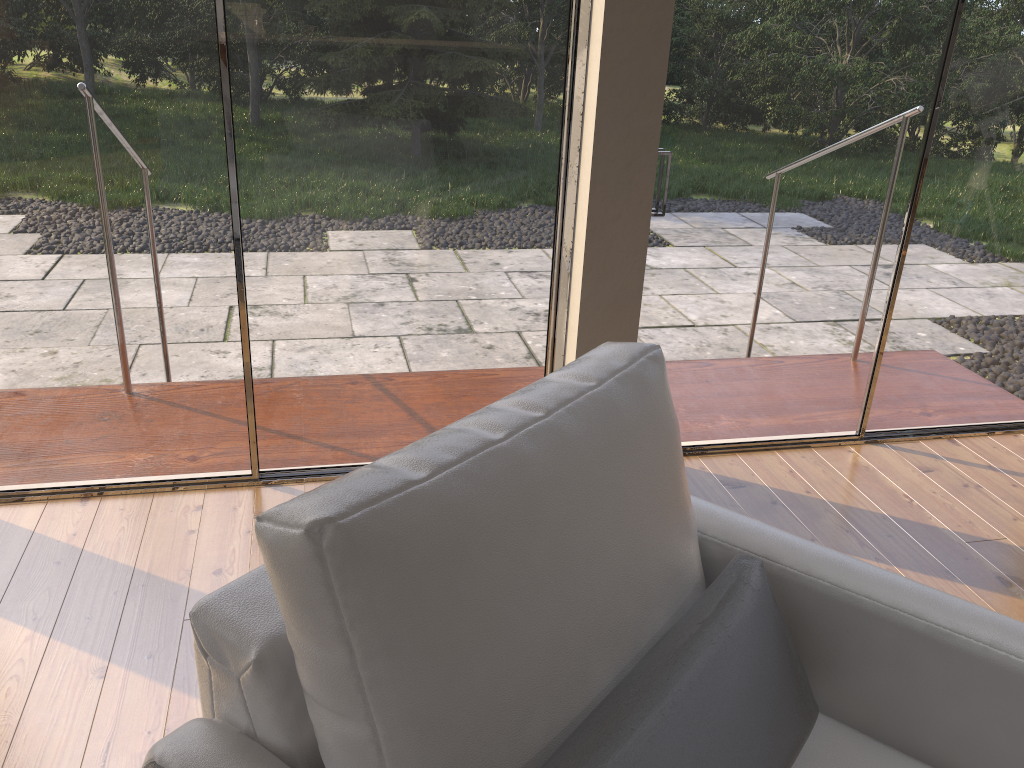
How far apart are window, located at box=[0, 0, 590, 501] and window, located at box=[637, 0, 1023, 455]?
0.3 meters

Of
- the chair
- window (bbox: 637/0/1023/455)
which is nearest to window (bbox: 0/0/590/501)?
window (bbox: 637/0/1023/455)

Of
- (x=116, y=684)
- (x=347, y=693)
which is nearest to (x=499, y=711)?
(x=347, y=693)

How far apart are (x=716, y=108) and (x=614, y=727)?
2.10m

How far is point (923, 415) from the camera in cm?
336

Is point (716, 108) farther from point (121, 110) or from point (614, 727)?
point (614, 727)

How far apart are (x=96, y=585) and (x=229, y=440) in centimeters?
60cm

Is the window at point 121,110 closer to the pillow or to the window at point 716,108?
the window at point 716,108

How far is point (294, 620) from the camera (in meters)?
0.95

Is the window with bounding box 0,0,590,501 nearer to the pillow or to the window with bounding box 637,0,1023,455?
the window with bounding box 637,0,1023,455
